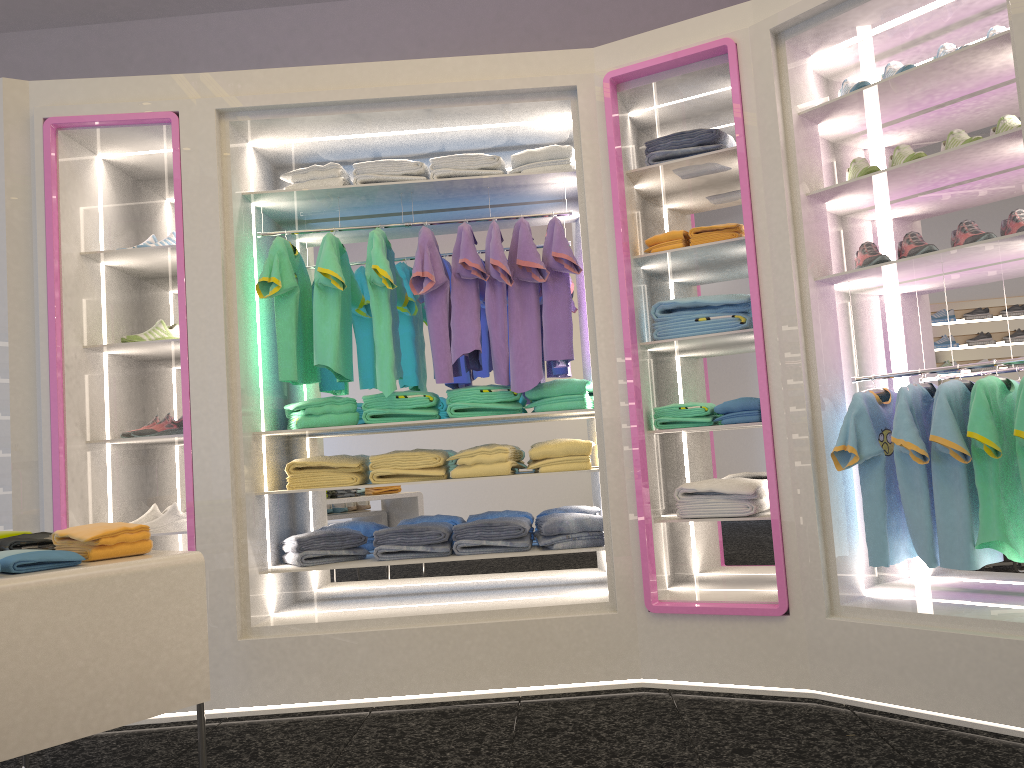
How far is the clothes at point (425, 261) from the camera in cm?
385

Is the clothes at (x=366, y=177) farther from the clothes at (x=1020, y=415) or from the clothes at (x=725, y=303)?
the clothes at (x=1020, y=415)

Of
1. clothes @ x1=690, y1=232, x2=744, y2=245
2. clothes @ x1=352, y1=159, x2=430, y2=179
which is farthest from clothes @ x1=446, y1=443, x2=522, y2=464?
clothes @ x1=352, y1=159, x2=430, y2=179

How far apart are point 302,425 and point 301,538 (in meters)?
0.50

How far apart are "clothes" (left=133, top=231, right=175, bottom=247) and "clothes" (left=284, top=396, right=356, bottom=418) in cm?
93

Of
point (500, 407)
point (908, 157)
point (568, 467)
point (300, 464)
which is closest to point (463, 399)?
point (500, 407)

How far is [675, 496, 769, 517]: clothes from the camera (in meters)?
3.56

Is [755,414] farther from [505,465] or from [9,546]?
[9,546]

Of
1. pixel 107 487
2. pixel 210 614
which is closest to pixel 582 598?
pixel 210 614

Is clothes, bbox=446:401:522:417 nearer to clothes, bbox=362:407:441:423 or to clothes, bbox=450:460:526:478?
clothes, bbox=362:407:441:423
